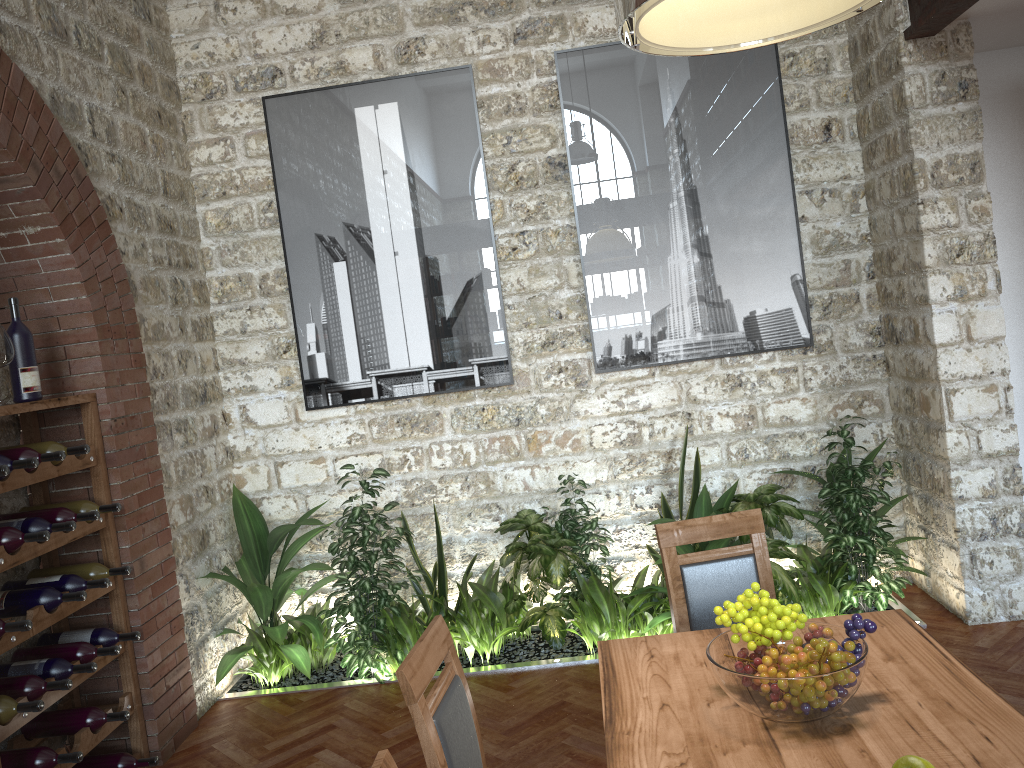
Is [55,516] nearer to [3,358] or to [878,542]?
[3,358]

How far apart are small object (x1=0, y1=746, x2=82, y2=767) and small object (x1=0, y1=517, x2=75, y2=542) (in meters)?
0.81

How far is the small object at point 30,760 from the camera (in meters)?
3.28

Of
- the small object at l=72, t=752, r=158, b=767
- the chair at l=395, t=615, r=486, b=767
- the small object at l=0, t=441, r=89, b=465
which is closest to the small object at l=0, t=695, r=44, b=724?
the small object at l=72, t=752, r=158, b=767

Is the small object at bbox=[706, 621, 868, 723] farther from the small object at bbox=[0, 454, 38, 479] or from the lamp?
the small object at bbox=[0, 454, 38, 479]

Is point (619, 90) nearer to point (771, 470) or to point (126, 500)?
point (771, 470)

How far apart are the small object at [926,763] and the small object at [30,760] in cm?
302

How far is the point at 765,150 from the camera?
4.95m

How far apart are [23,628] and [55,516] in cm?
60

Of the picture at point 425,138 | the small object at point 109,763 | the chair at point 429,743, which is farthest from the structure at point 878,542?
the chair at point 429,743
